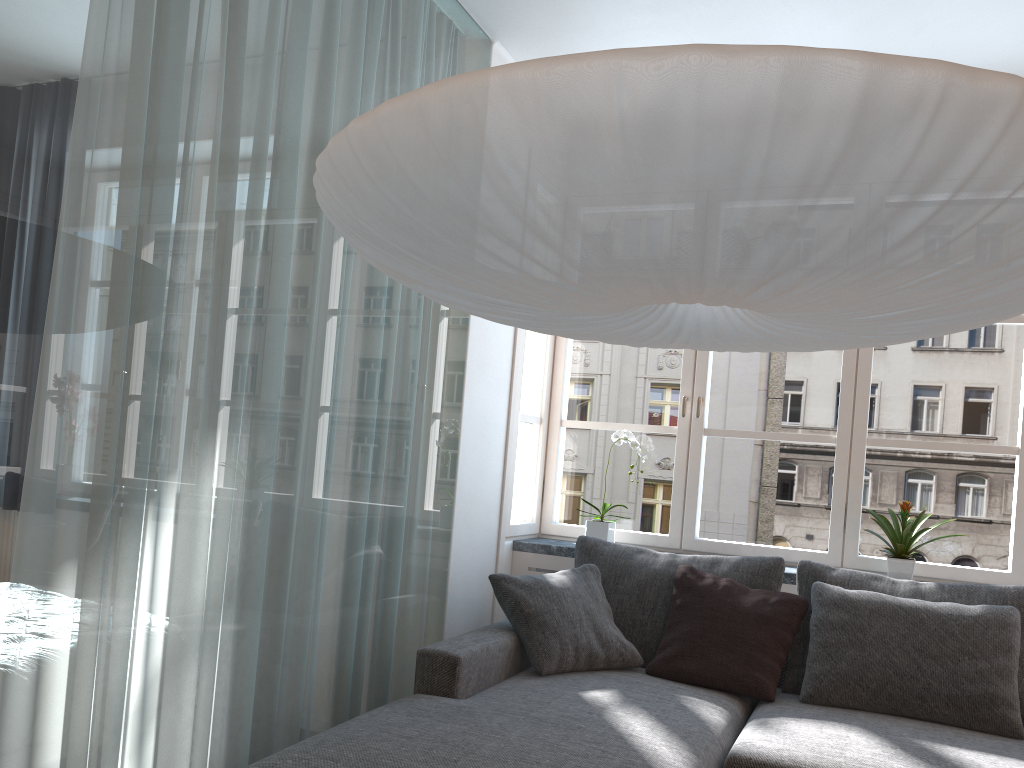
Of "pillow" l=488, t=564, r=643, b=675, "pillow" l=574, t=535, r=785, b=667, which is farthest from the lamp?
"pillow" l=574, t=535, r=785, b=667

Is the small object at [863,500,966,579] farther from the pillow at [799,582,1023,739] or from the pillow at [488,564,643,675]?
the pillow at [488,564,643,675]

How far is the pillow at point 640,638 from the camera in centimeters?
325cm

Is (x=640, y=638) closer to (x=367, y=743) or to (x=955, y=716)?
(x=955, y=716)

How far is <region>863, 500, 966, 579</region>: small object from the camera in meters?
3.4 m

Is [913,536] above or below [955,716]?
above

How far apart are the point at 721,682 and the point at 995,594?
1.0m

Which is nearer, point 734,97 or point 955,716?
point 734,97

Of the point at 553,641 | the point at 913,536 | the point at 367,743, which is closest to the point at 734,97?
the point at 367,743

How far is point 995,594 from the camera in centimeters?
299cm
